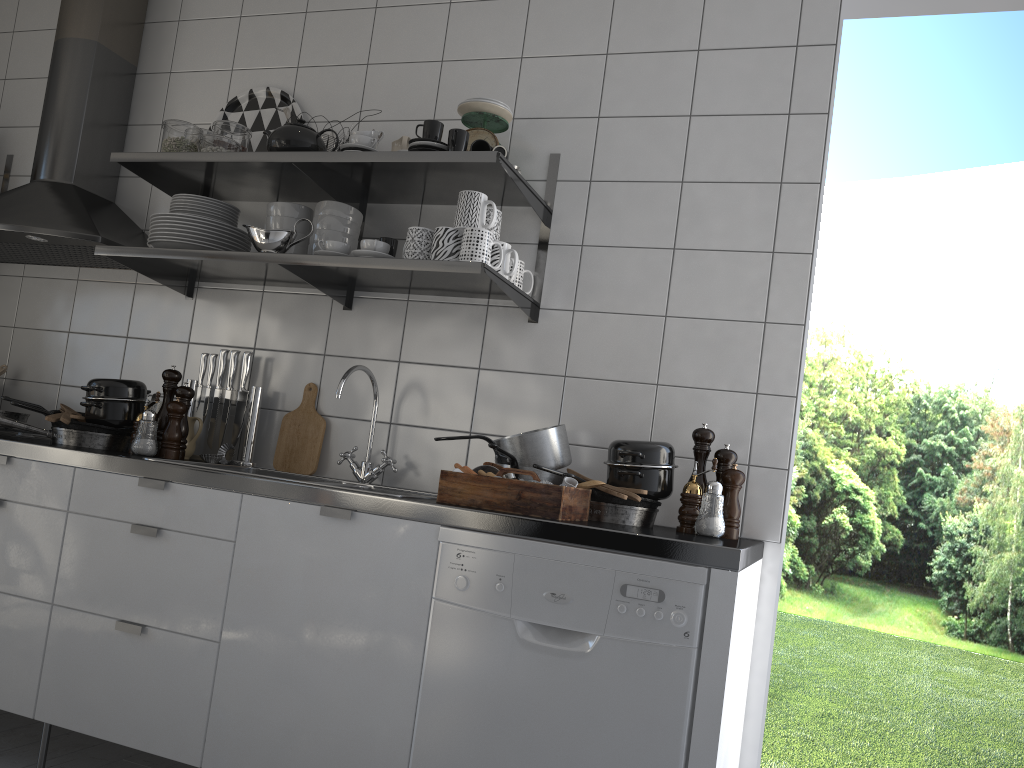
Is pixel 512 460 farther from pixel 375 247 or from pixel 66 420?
pixel 66 420

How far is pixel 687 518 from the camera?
2.15m

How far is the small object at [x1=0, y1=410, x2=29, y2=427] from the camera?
2.69m

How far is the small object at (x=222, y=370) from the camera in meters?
2.9 m

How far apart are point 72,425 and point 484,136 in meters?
1.5 m

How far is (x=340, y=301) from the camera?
2.78m

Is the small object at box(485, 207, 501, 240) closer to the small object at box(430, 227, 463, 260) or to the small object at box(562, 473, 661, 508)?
the small object at box(430, 227, 463, 260)

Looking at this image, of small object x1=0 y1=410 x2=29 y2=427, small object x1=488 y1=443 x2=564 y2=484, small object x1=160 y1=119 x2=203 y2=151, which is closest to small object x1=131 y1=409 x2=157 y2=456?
small object x1=0 y1=410 x2=29 y2=427

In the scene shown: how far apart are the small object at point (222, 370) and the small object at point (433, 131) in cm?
103

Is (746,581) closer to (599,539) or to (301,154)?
(599,539)
